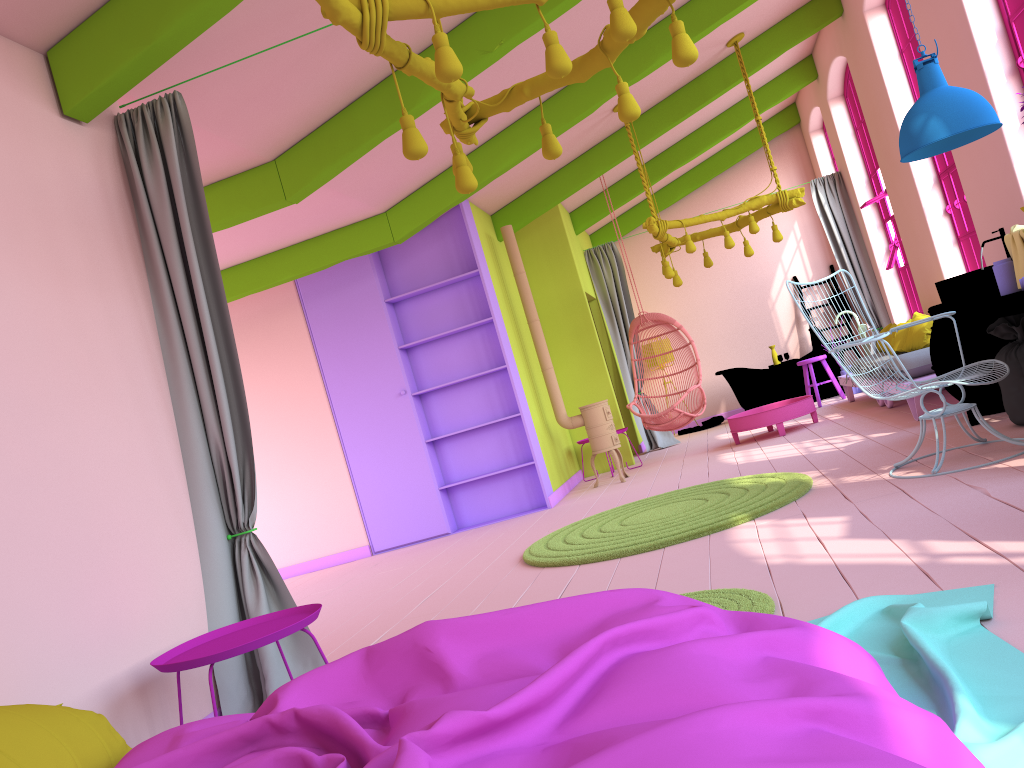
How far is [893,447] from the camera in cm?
601

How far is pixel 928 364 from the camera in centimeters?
711cm

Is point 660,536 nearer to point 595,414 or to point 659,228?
point 595,414

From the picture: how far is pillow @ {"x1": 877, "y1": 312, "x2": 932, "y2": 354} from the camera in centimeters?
780cm

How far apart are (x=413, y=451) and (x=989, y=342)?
4.96m

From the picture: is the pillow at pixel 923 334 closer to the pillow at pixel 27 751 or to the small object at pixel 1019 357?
the small object at pixel 1019 357

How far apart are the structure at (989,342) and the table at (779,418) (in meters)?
2.35

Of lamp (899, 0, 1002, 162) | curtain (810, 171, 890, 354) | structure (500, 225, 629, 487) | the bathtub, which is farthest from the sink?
the bathtub

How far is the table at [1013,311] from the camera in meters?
4.5 m

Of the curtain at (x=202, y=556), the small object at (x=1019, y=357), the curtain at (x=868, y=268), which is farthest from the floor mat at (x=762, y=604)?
the curtain at (x=868, y=268)
